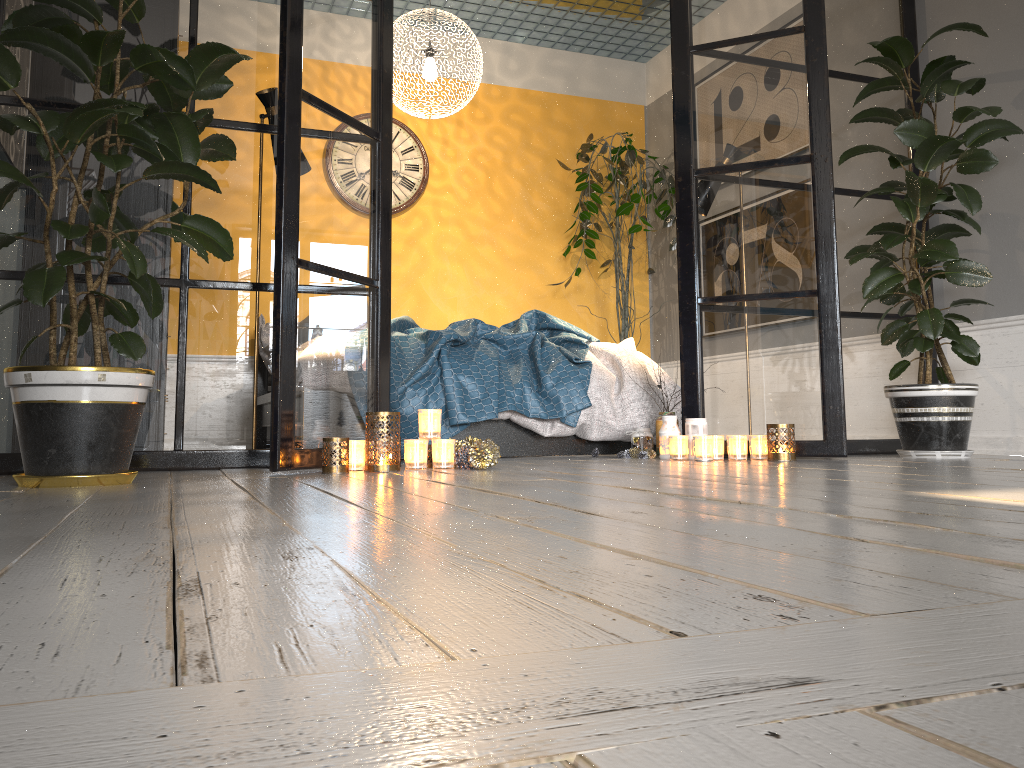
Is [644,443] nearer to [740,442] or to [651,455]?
[651,455]

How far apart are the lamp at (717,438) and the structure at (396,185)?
3.3m

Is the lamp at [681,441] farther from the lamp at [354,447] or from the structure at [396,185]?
the structure at [396,185]

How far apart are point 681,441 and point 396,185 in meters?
3.3

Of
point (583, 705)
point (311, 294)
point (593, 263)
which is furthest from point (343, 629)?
point (593, 263)

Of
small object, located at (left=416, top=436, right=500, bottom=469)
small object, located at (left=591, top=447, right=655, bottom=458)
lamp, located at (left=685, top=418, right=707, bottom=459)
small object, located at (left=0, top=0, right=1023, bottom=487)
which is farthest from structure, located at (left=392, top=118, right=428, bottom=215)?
small object, located at (left=416, top=436, right=500, bottom=469)

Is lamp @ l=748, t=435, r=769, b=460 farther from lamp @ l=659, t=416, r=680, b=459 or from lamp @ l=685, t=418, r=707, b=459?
lamp @ l=659, t=416, r=680, b=459

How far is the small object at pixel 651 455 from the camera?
3.74m

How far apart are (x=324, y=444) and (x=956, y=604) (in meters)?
2.28

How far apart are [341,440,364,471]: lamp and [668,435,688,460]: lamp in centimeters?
131cm
